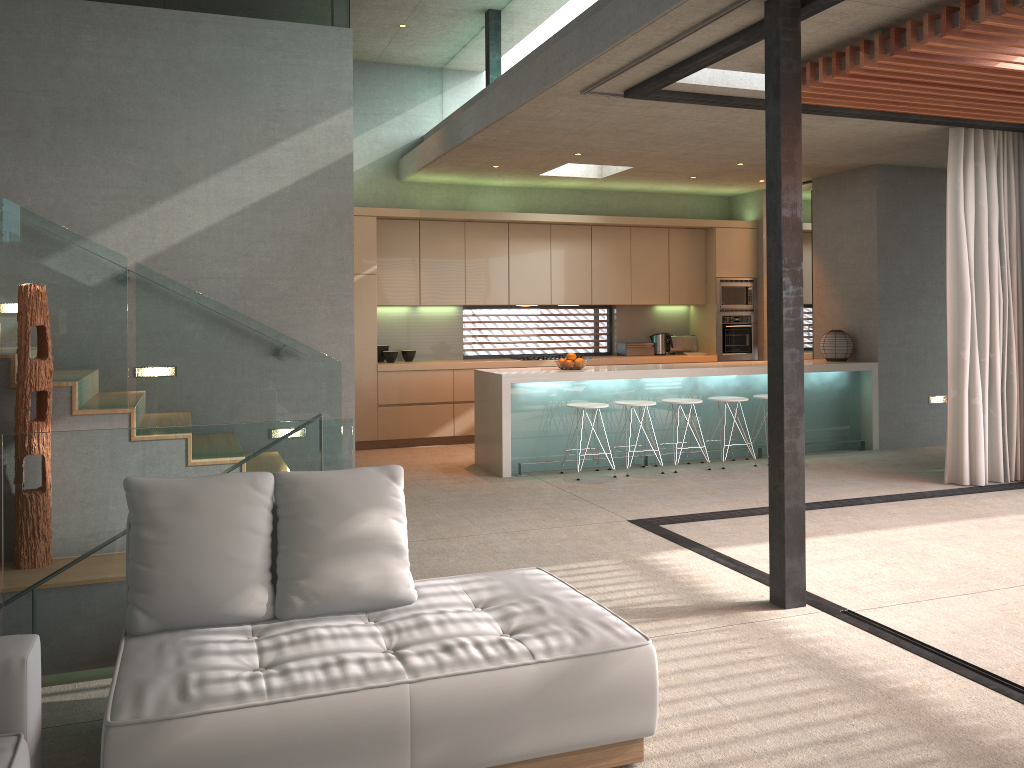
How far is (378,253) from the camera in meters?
9.5 m

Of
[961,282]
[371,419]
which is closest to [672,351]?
[371,419]

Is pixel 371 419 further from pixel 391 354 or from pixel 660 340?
pixel 660 340

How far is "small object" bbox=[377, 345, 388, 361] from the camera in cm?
980

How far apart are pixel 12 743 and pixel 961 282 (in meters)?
7.20

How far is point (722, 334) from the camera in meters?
10.9

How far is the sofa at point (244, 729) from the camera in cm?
239

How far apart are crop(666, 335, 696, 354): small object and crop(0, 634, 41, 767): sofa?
9.4 meters

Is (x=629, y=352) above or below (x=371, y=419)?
above

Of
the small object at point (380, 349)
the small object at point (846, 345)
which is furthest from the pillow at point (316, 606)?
the small object at point (846, 345)
